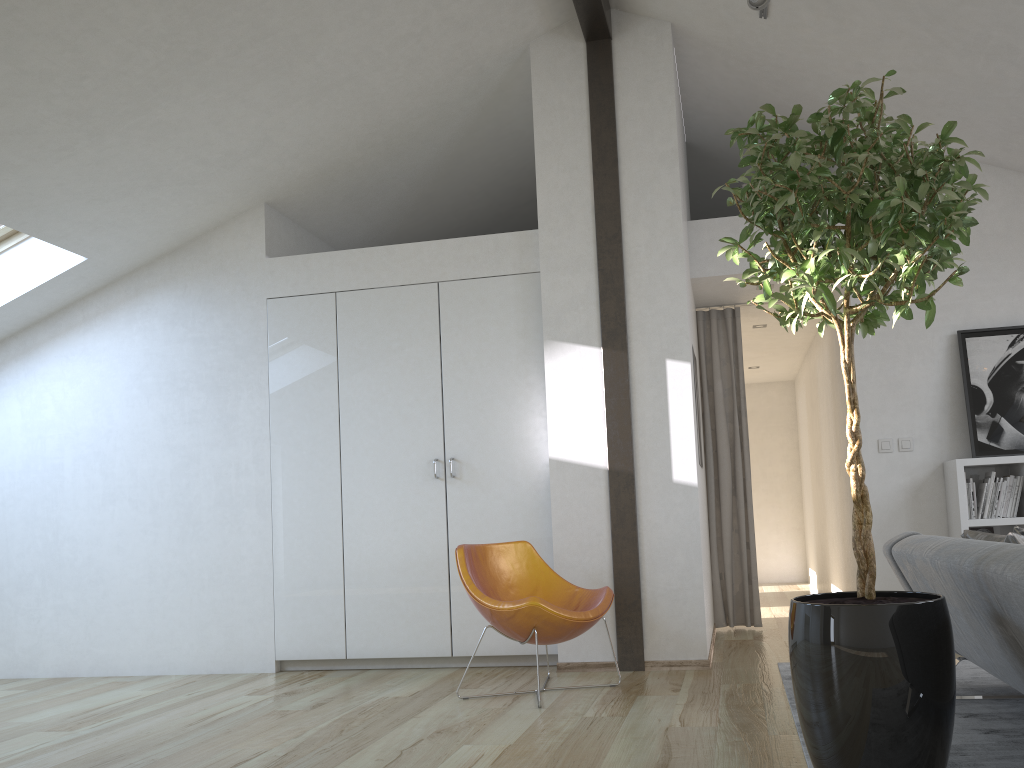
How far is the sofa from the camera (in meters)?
2.27

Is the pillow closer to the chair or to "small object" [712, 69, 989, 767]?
"small object" [712, 69, 989, 767]

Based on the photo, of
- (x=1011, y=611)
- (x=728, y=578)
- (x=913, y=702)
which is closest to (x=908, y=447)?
(x=728, y=578)

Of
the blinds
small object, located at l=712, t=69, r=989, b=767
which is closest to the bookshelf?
the blinds

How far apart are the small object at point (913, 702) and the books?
2.7m

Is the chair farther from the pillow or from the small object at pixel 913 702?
the pillow

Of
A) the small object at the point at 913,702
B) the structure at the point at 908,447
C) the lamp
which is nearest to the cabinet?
the lamp

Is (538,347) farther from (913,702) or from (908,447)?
(913,702)

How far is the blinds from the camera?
6.2m

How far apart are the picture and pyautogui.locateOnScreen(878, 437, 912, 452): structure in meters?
0.3 m
